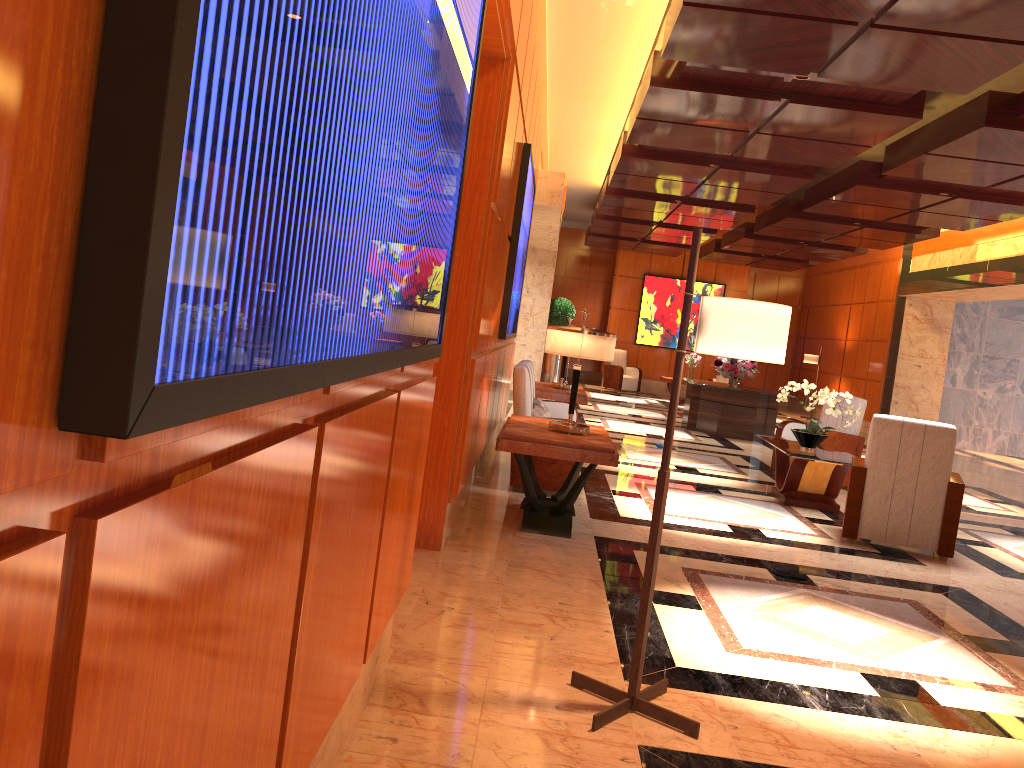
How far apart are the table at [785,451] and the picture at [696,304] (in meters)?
13.18

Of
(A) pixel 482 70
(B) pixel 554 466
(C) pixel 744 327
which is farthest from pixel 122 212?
(B) pixel 554 466

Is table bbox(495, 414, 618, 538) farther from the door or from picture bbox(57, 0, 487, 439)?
picture bbox(57, 0, 487, 439)

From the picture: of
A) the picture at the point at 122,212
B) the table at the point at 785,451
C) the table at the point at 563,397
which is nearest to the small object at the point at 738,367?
the table at the point at 563,397

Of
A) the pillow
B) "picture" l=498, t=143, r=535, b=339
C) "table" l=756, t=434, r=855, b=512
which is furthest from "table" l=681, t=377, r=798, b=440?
the pillow

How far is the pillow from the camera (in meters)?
6.96

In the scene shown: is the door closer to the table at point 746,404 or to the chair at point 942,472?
the chair at point 942,472

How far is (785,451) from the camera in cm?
747

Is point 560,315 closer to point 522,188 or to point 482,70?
point 522,188

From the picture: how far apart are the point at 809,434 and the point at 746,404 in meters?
5.4
